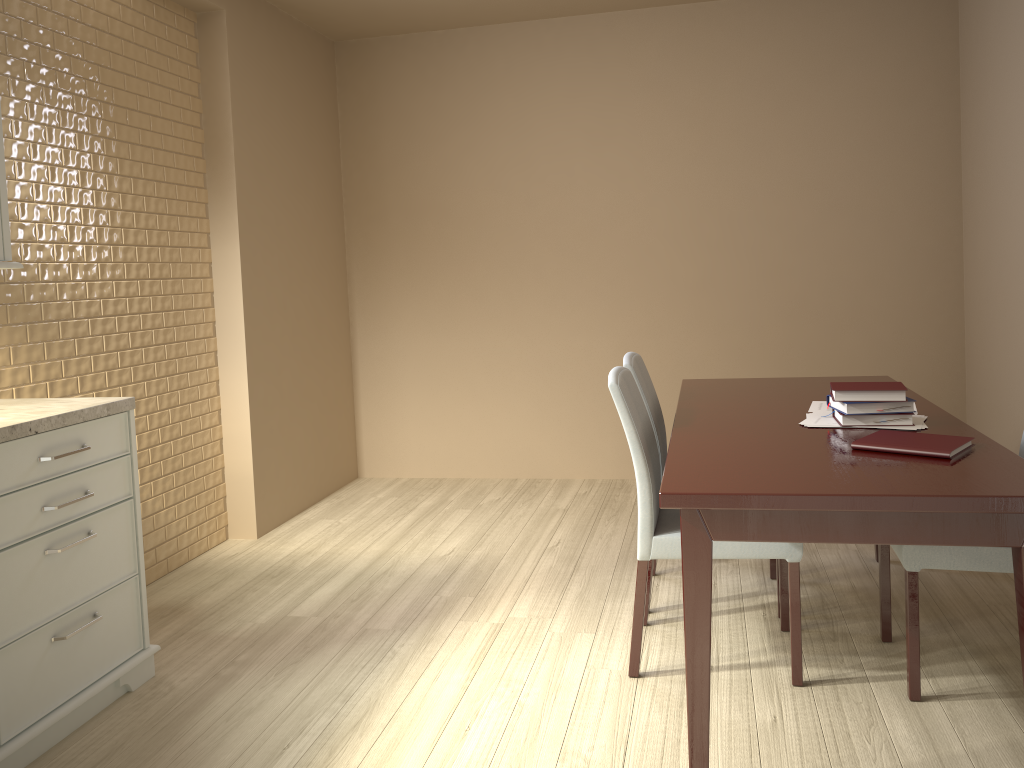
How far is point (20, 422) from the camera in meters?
2.1

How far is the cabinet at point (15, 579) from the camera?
2.1m

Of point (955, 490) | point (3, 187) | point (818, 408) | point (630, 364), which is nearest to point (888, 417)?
point (818, 408)

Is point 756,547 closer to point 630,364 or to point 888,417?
point 888,417

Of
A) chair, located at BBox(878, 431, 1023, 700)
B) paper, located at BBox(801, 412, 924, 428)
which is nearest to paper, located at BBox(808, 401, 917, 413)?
paper, located at BBox(801, 412, 924, 428)

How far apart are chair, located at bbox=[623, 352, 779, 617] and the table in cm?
10

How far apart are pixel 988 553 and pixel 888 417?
0.40m

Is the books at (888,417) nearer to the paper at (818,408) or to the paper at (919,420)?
the paper at (919,420)

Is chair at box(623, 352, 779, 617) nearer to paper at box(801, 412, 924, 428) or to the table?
the table

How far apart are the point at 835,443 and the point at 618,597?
1.2 meters
